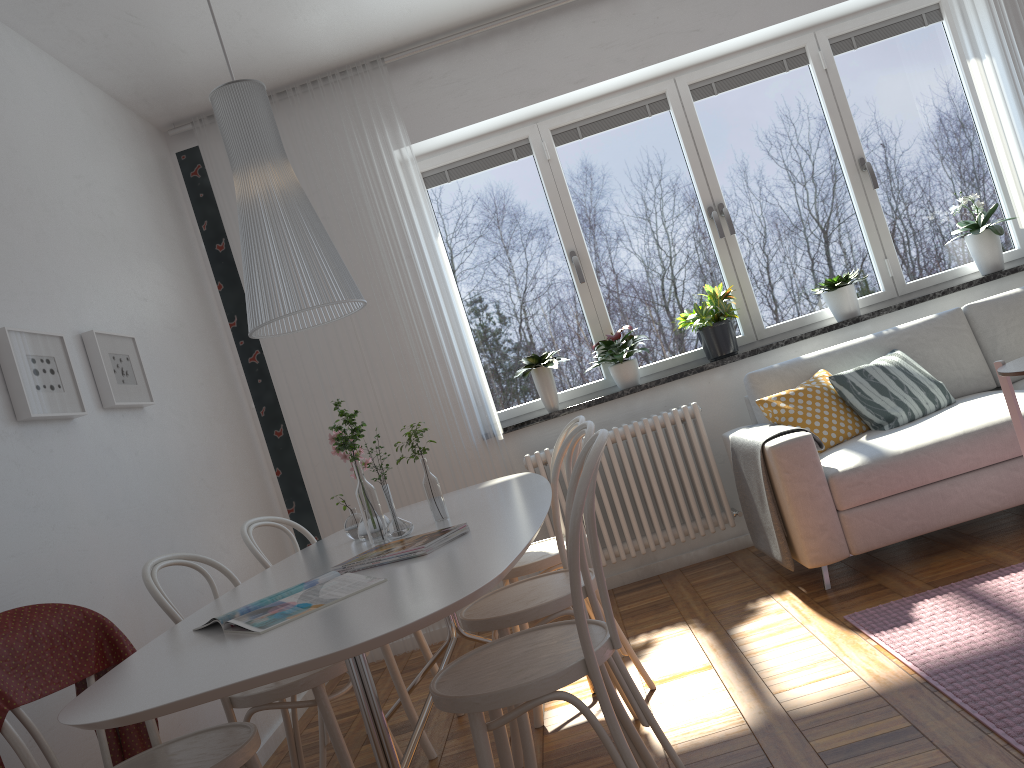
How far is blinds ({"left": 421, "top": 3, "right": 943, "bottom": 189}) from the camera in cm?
466

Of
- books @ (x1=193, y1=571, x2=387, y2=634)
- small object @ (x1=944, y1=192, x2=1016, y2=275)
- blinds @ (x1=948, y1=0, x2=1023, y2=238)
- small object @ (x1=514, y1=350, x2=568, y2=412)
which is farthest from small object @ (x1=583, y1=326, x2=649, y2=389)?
books @ (x1=193, y1=571, x2=387, y2=634)

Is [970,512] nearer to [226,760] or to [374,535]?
[374,535]

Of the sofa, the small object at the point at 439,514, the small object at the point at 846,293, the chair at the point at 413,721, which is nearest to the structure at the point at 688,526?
the sofa

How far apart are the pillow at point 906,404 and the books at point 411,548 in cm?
229

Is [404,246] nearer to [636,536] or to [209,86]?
[209,86]

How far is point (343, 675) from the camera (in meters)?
4.39

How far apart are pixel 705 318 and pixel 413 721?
2.5m

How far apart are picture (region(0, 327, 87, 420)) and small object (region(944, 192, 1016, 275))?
4.1 meters

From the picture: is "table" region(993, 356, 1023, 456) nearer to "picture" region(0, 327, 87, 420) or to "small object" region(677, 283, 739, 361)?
"small object" region(677, 283, 739, 361)
